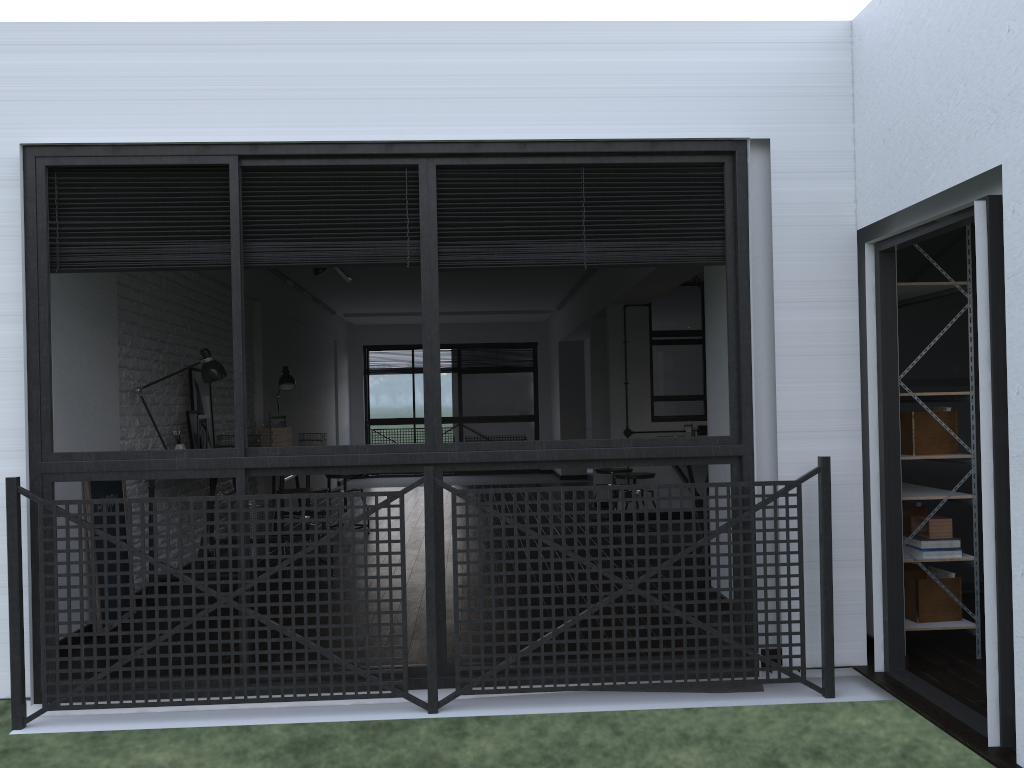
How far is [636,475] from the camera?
6.7 meters

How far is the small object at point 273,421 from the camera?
7.17m

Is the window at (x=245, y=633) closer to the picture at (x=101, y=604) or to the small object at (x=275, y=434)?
the picture at (x=101, y=604)

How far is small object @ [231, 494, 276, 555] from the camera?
6.4 meters

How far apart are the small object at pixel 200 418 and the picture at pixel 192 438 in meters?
0.2

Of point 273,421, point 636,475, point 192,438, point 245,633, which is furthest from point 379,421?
point 245,633

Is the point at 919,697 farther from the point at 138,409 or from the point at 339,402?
the point at 339,402

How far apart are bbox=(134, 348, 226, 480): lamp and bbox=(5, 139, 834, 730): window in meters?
1.7

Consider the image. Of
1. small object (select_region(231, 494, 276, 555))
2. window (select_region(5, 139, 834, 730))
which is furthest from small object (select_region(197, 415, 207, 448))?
window (select_region(5, 139, 834, 730))

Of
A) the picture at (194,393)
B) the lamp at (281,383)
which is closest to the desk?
the picture at (194,393)
